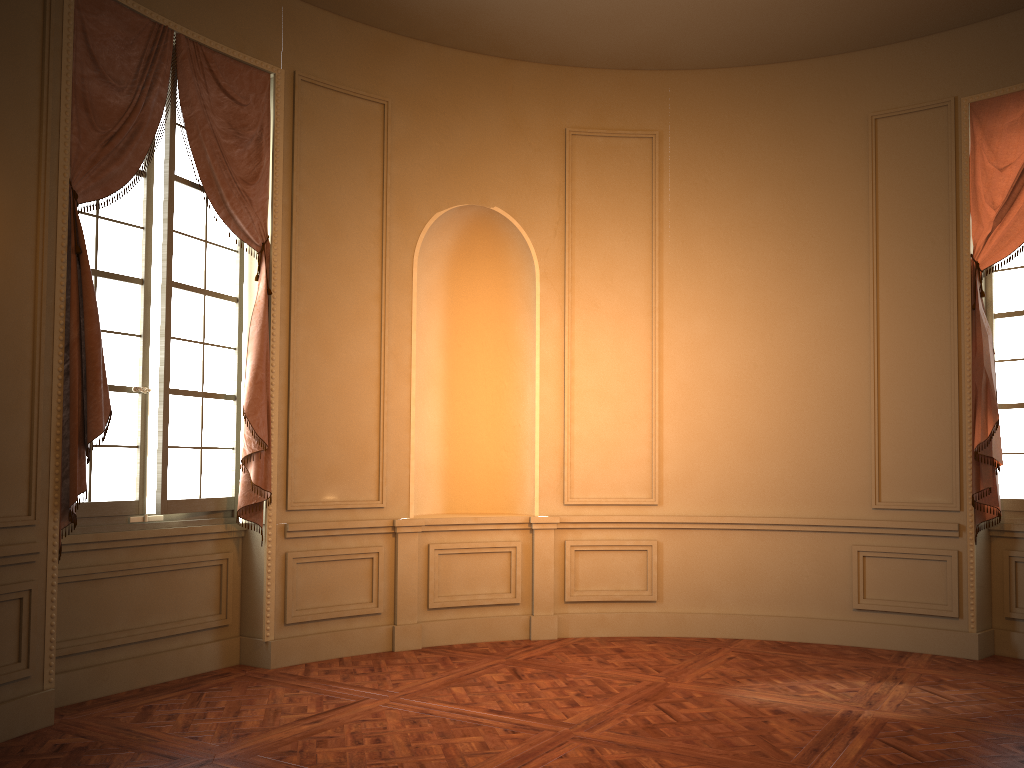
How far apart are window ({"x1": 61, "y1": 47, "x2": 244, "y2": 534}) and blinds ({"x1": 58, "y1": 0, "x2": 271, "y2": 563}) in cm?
6

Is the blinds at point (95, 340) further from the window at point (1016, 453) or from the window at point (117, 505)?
the window at point (1016, 453)

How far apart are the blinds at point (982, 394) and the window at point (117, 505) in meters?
4.7

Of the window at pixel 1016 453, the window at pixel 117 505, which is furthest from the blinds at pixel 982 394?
the window at pixel 117 505

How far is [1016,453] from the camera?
5.93m

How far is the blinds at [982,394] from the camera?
5.7m

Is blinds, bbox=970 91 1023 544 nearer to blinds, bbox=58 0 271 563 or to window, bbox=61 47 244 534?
blinds, bbox=58 0 271 563

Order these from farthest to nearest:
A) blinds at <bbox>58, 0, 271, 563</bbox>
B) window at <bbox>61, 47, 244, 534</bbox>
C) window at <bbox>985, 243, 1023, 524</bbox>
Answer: window at <bbox>985, 243, 1023, 524</bbox>
window at <bbox>61, 47, 244, 534</bbox>
blinds at <bbox>58, 0, 271, 563</bbox>

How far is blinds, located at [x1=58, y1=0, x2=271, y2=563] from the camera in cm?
442

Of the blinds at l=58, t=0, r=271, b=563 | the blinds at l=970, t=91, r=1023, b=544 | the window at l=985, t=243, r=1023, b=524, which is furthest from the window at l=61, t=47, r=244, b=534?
the window at l=985, t=243, r=1023, b=524
